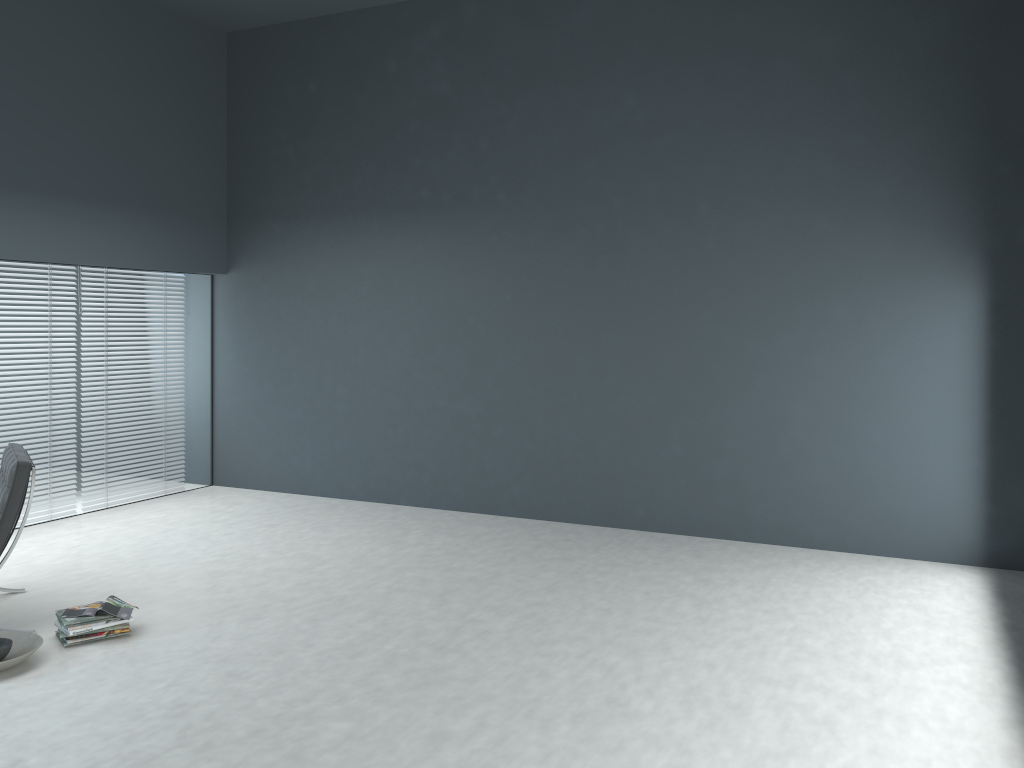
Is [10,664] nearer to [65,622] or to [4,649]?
[4,649]

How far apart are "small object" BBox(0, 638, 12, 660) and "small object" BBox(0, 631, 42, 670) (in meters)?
0.04

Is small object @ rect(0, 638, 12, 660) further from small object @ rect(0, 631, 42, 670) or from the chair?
the chair

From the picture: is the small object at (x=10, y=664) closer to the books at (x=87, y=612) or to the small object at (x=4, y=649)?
the small object at (x=4, y=649)

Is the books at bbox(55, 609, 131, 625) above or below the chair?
below

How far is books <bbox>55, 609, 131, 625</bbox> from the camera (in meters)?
3.65

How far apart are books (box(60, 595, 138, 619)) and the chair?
0.38m

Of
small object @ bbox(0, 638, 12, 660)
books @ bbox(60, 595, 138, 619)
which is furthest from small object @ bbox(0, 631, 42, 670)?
books @ bbox(60, 595, 138, 619)

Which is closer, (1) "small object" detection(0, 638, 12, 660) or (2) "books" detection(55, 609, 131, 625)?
(1) "small object" detection(0, 638, 12, 660)

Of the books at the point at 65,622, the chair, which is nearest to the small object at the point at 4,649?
the books at the point at 65,622
